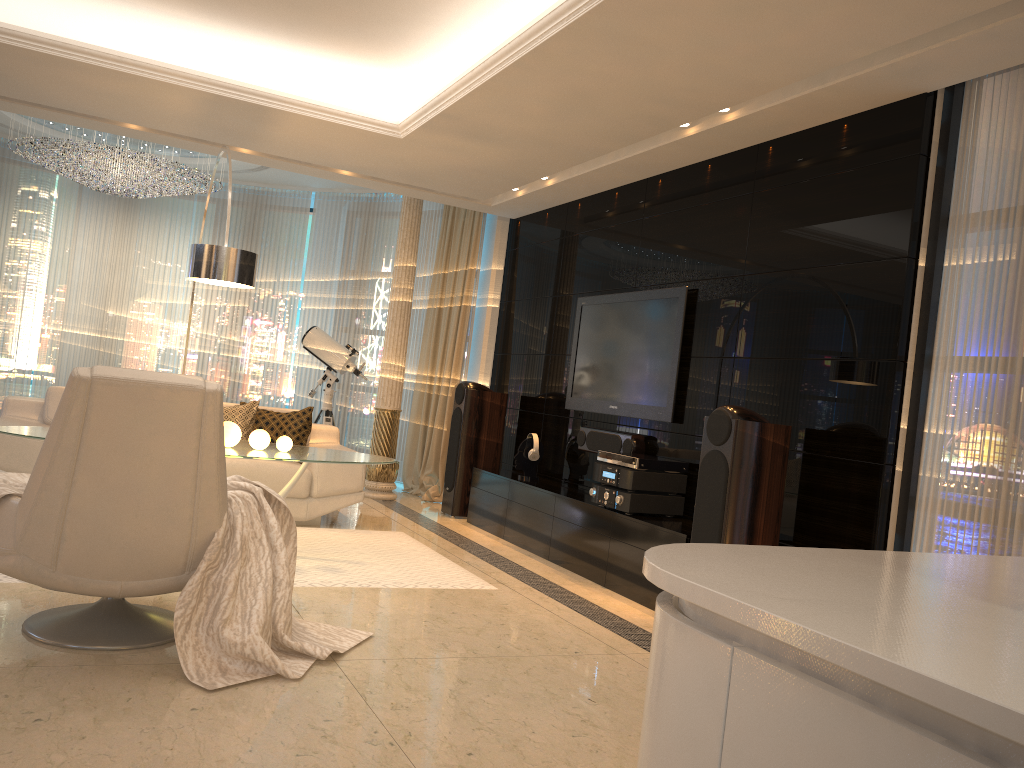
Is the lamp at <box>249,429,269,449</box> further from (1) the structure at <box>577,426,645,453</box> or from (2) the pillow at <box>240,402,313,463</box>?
(1) the structure at <box>577,426,645,453</box>

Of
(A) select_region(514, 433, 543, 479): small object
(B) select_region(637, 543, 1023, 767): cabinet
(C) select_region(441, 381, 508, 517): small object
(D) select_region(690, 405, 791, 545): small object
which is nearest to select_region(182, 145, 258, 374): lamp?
(C) select_region(441, 381, 508, 517): small object

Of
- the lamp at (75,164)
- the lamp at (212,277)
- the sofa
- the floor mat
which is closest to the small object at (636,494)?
the floor mat

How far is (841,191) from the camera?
4.40m

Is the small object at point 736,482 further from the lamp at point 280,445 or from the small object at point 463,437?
the small object at point 463,437

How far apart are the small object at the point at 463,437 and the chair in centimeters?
382cm

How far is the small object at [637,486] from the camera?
5.1 meters

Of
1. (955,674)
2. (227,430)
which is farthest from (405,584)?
(955,674)

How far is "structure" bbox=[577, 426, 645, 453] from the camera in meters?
5.7

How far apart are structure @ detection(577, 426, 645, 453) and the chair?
3.06m
